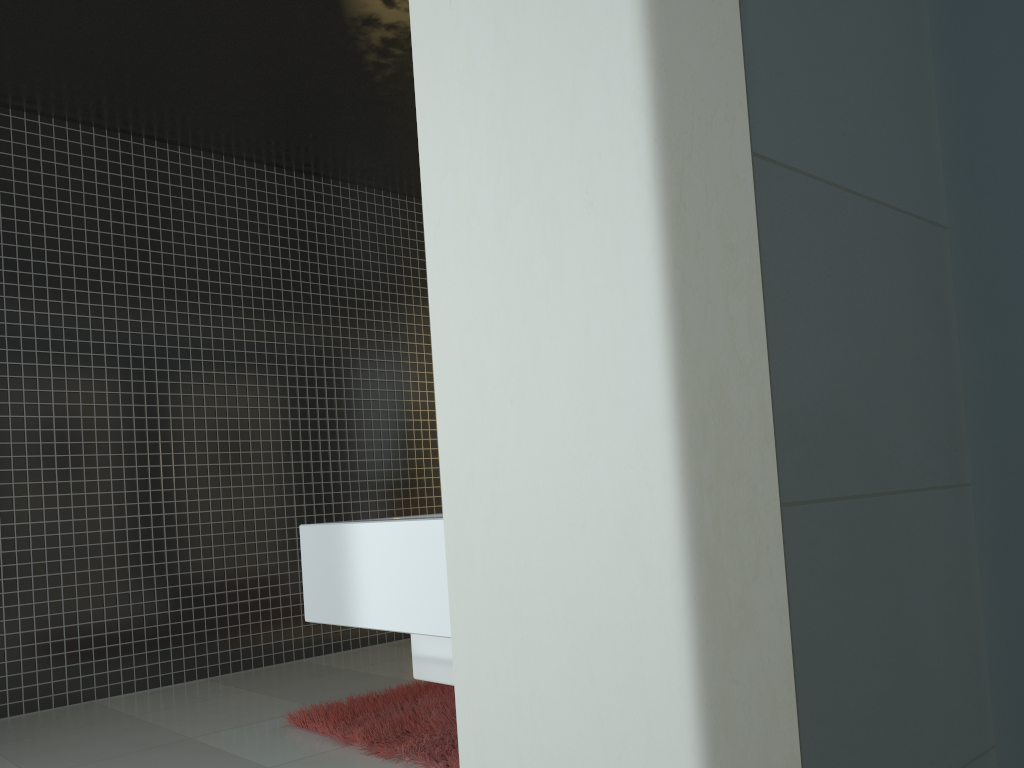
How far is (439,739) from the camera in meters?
3.3

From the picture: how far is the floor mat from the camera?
3.3m

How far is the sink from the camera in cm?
87

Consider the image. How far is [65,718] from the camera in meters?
4.5

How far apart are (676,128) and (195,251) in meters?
5.7 m

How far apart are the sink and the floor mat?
2.22m

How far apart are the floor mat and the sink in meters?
2.2 m

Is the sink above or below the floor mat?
above

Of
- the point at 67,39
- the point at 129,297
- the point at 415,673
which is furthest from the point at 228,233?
the point at 415,673

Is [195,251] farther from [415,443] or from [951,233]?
[951,233]
